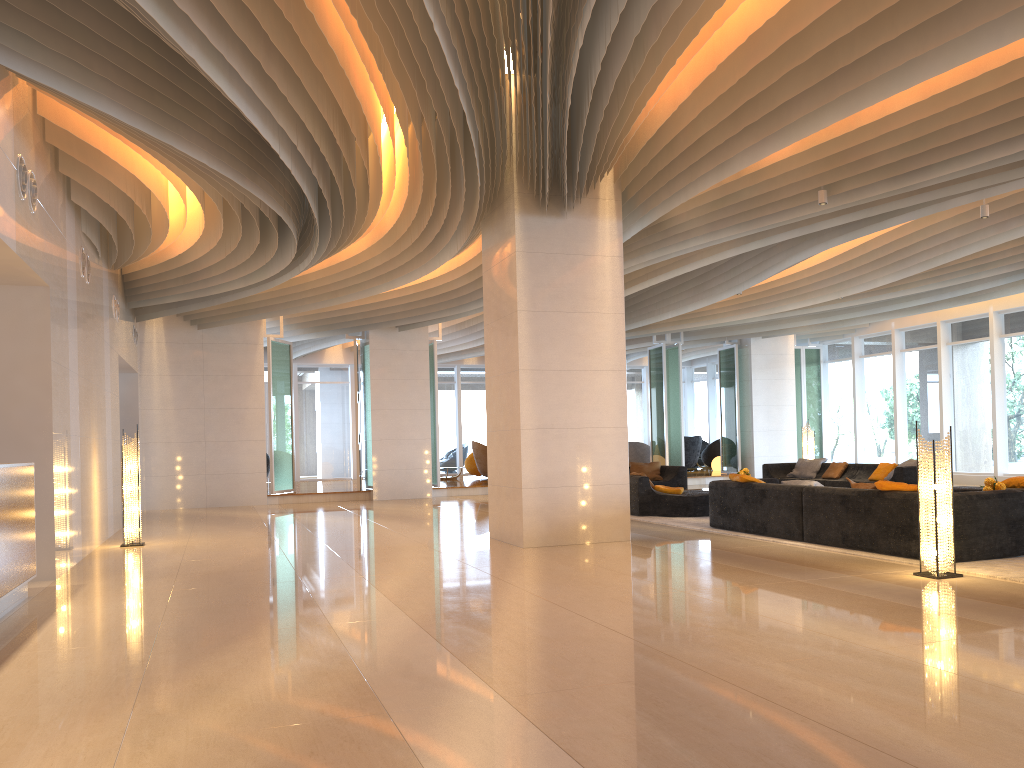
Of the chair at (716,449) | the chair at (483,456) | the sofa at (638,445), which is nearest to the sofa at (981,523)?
the chair at (483,456)

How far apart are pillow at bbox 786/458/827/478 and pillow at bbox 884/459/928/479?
2.2 meters

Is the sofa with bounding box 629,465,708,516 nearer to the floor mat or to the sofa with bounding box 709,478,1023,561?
the floor mat

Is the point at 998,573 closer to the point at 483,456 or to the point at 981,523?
the point at 981,523

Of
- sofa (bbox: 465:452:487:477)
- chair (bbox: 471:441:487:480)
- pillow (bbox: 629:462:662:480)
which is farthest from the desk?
sofa (bbox: 465:452:487:477)

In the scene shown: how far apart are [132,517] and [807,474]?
11.5 meters

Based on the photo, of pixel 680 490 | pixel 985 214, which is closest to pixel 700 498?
pixel 680 490

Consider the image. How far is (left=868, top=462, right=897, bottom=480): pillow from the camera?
14.7 meters

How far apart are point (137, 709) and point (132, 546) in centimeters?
739cm

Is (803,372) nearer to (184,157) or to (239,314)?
(239,314)
